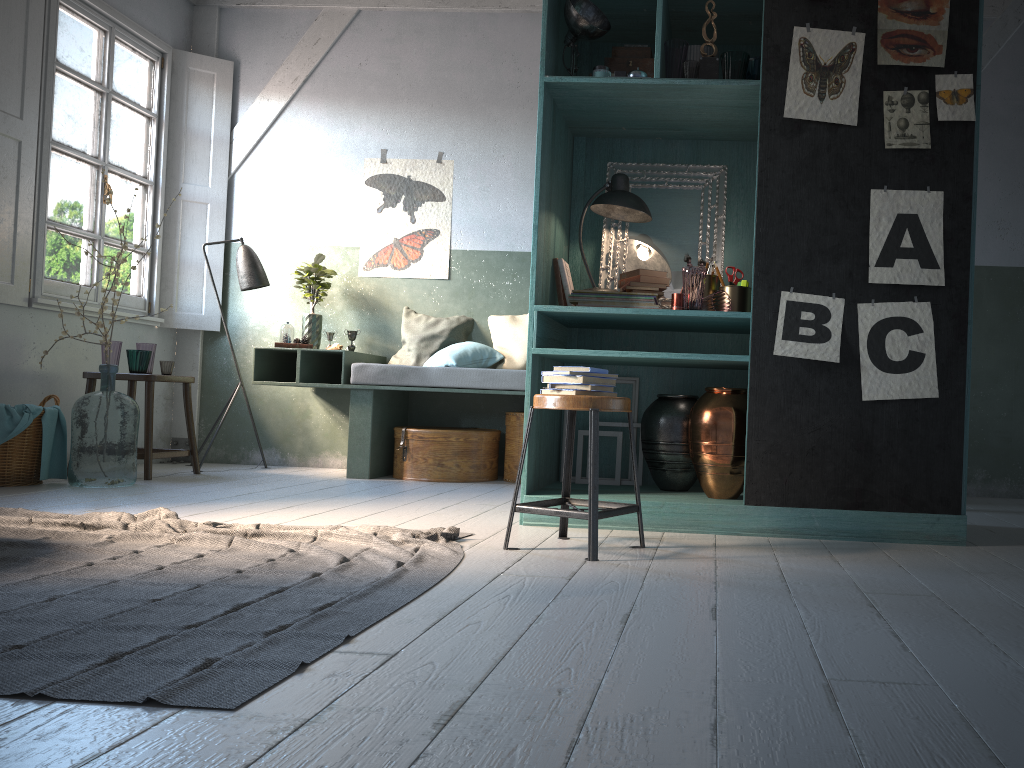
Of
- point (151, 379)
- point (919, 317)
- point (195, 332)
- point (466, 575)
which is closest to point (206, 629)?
point (466, 575)

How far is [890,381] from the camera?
4.0m

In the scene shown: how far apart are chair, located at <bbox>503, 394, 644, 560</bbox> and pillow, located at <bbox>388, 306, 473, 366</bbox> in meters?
3.4

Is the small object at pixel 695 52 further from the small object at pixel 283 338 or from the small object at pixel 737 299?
the small object at pixel 283 338

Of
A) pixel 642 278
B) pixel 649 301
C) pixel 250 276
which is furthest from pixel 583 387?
pixel 250 276

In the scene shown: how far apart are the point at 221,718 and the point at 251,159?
6.78m

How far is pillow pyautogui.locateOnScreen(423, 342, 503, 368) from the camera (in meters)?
6.70

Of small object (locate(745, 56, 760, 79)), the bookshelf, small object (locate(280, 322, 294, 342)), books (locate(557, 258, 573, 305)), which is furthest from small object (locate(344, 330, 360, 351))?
small object (locate(745, 56, 760, 79))

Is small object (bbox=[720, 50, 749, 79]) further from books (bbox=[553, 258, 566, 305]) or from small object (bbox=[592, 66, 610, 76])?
books (bbox=[553, 258, 566, 305])

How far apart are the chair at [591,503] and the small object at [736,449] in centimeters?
73cm
